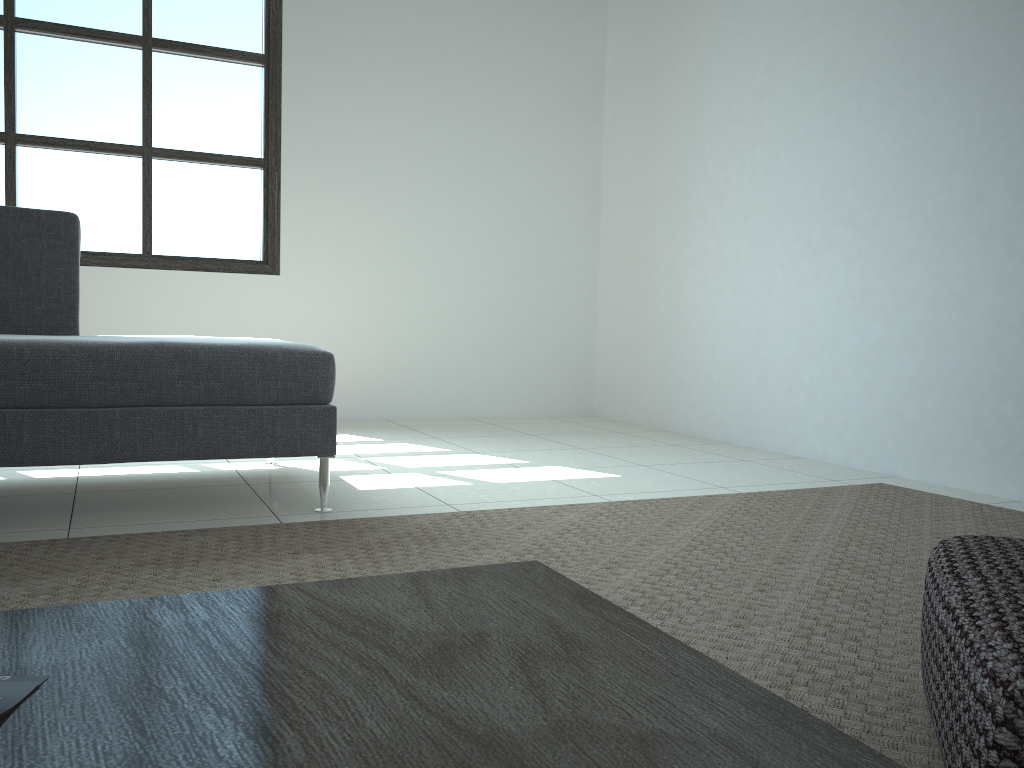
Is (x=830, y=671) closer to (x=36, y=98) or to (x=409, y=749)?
(x=409, y=749)

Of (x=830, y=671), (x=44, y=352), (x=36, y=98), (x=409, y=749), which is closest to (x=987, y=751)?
(x=409, y=749)

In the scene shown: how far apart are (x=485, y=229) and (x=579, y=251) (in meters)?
0.62

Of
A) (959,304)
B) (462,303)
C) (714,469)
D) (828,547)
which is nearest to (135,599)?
(828,547)

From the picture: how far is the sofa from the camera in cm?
217

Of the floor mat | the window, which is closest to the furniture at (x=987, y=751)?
the floor mat

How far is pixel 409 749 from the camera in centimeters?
64cm

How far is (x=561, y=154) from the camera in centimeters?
526cm

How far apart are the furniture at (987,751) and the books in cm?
81

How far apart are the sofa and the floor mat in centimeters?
18cm
